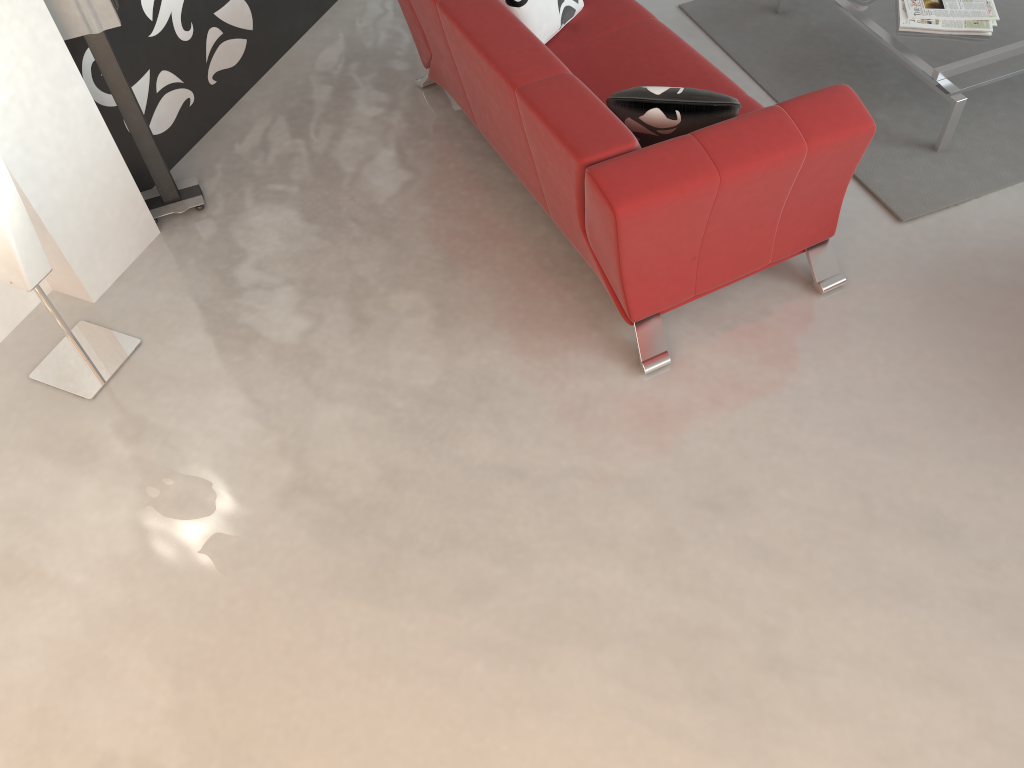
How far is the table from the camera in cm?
329

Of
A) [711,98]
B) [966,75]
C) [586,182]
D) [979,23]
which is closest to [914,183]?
[966,75]

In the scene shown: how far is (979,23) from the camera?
3.4m

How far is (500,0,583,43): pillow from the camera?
3.3m

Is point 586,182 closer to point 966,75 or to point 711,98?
point 711,98

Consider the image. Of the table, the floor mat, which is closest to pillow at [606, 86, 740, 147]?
the floor mat

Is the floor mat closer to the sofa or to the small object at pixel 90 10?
the sofa

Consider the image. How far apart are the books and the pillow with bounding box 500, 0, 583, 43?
1.26m

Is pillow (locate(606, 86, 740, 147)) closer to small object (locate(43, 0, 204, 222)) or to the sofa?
the sofa

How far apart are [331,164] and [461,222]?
0.68m
